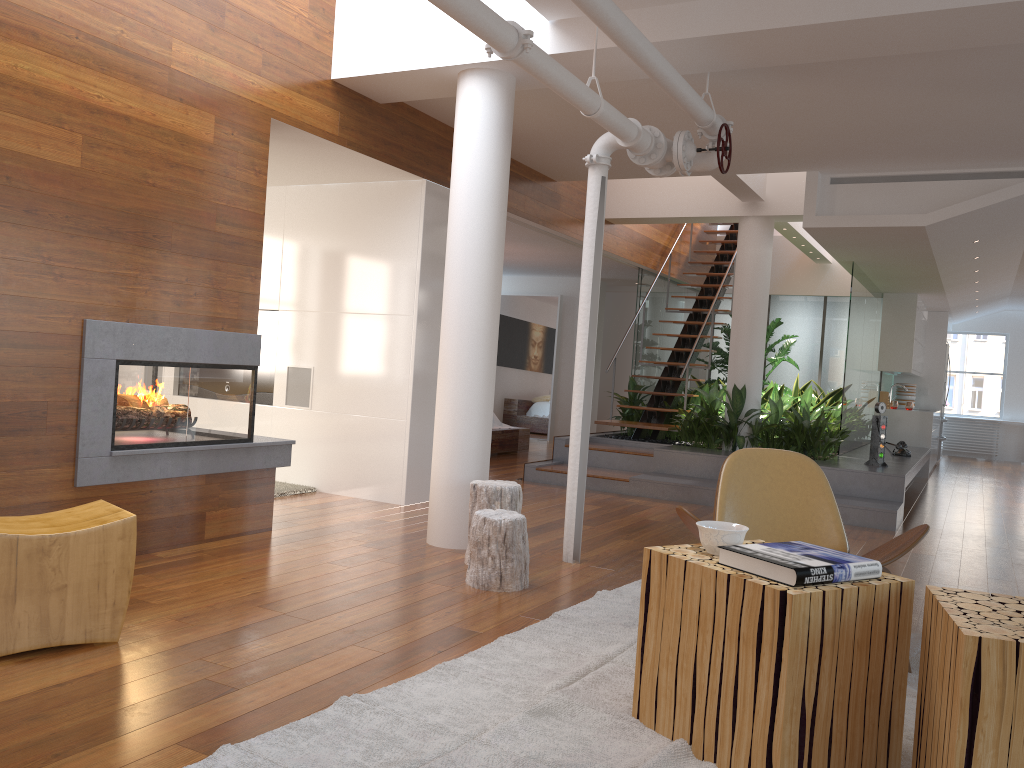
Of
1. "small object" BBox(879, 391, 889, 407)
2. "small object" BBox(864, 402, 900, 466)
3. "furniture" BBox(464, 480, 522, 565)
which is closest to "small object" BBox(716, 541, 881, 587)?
"furniture" BBox(464, 480, 522, 565)

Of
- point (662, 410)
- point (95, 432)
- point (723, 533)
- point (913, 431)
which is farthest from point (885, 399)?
point (95, 432)

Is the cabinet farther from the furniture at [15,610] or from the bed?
the furniture at [15,610]

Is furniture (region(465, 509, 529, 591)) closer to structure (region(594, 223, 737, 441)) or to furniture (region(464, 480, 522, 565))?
furniture (region(464, 480, 522, 565))

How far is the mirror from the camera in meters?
12.7 m

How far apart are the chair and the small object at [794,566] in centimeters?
74cm

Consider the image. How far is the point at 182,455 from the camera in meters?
4.4 m

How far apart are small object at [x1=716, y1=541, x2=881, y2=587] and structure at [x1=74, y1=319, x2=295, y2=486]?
2.87m

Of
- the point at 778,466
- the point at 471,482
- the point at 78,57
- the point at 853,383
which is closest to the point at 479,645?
the point at 471,482

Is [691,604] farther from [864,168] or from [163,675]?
[864,168]
